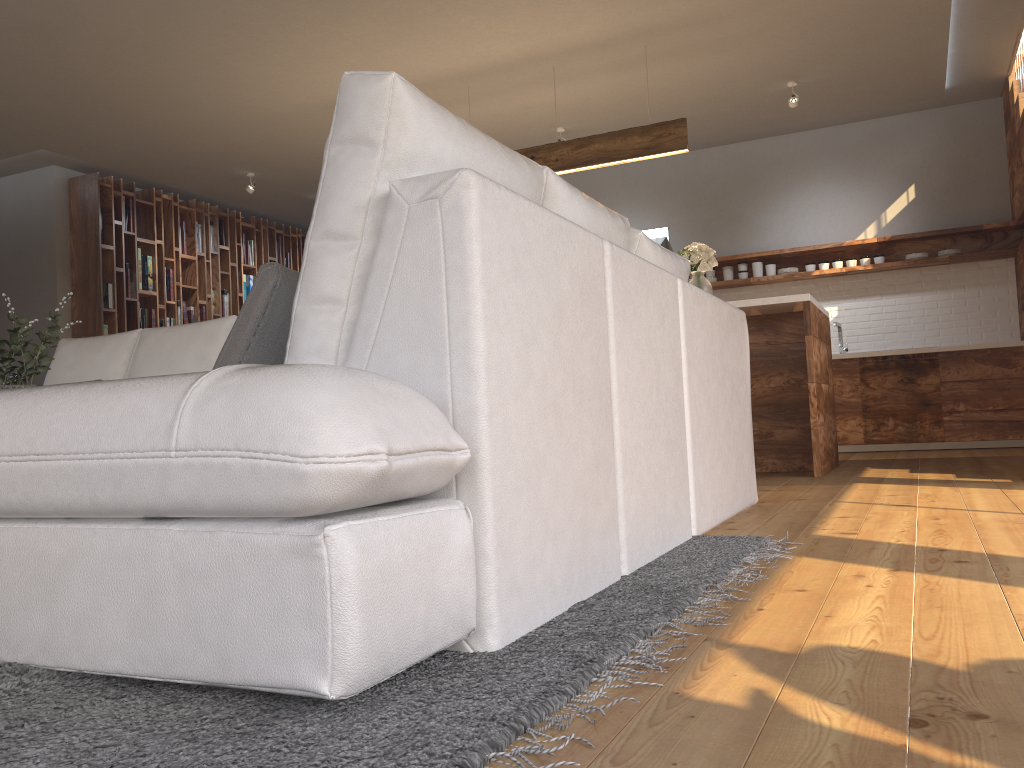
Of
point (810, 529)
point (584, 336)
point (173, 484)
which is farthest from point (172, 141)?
point (173, 484)

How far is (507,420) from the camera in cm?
142

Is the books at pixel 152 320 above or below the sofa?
above

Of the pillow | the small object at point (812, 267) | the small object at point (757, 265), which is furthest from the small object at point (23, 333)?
the small object at point (812, 267)

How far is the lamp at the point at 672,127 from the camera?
5.6m

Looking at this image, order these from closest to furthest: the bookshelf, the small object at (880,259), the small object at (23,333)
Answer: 1. the small object at (23,333)
2. the small object at (880,259)
3. the bookshelf

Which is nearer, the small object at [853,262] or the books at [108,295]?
the small object at [853,262]

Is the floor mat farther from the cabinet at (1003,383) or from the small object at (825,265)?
the small object at (825,265)

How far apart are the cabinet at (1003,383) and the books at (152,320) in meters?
6.0

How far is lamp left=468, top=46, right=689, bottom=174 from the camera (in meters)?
5.60
